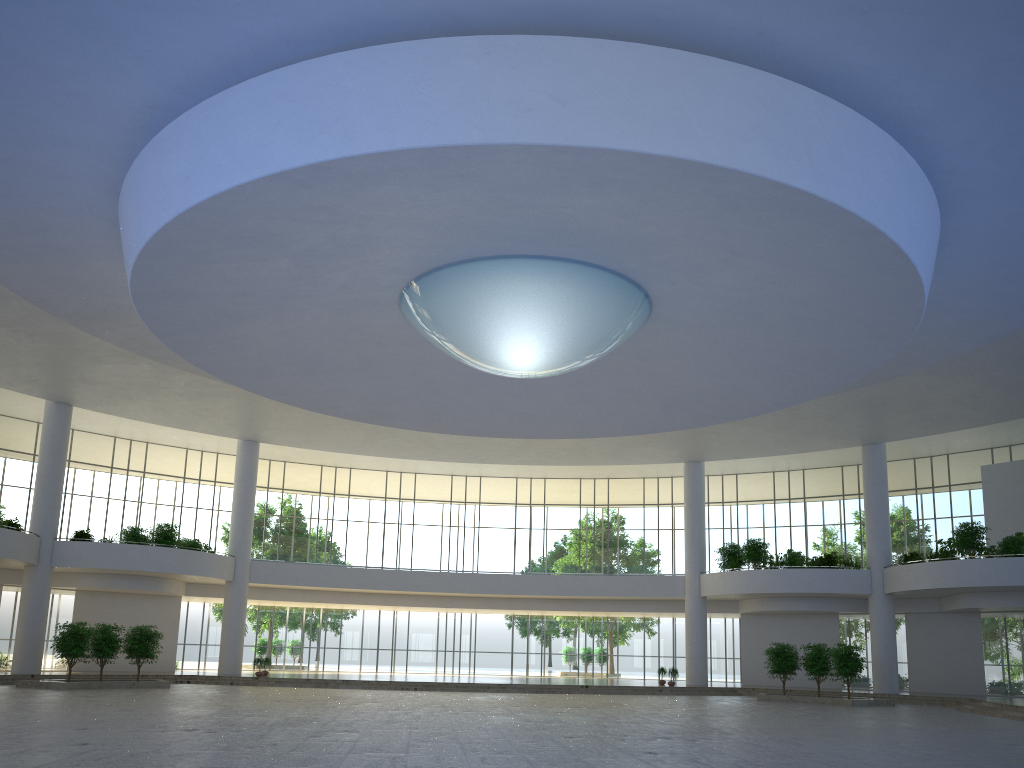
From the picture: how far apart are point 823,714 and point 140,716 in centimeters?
3591cm
